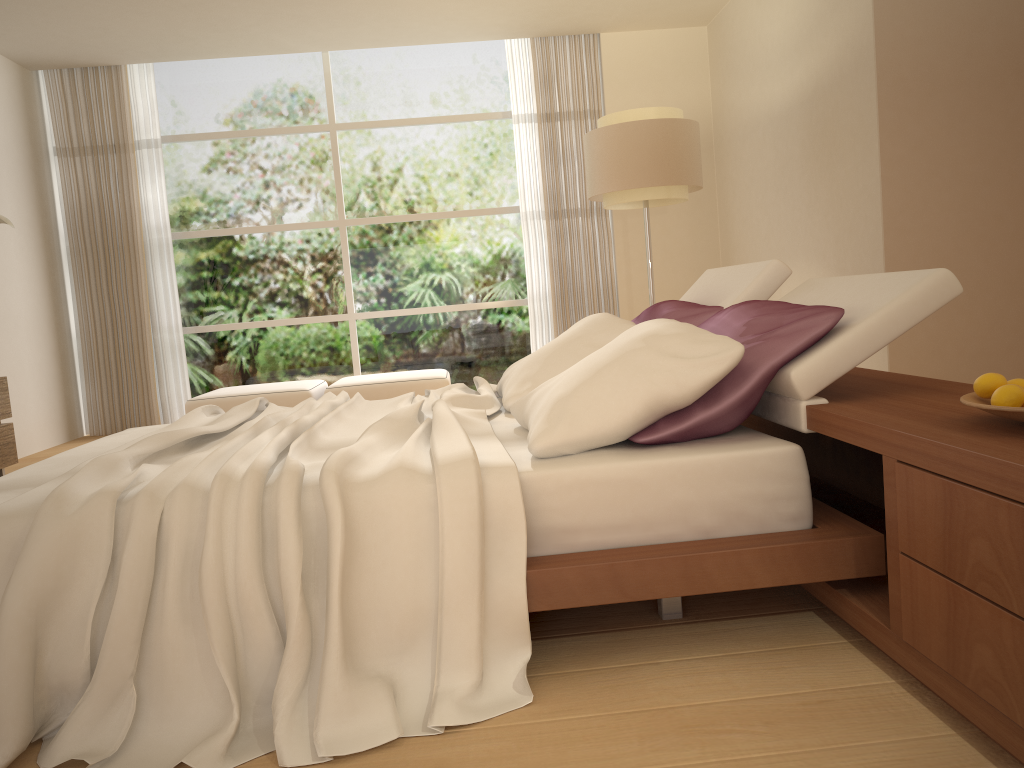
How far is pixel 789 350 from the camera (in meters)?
2.21

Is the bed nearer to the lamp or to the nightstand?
the nightstand

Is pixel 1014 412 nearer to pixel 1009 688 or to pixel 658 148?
pixel 1009 688

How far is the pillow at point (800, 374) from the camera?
2.17m

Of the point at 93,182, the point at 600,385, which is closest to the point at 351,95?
the point at 93,182

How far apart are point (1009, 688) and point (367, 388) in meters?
5.6 m

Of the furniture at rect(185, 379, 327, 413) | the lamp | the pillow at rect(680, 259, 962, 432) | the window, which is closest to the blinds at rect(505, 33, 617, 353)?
the window

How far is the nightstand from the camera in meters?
1.4 m

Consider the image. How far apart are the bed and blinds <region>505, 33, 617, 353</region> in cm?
397

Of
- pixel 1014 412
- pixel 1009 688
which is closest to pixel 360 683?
pixel 1009 688
